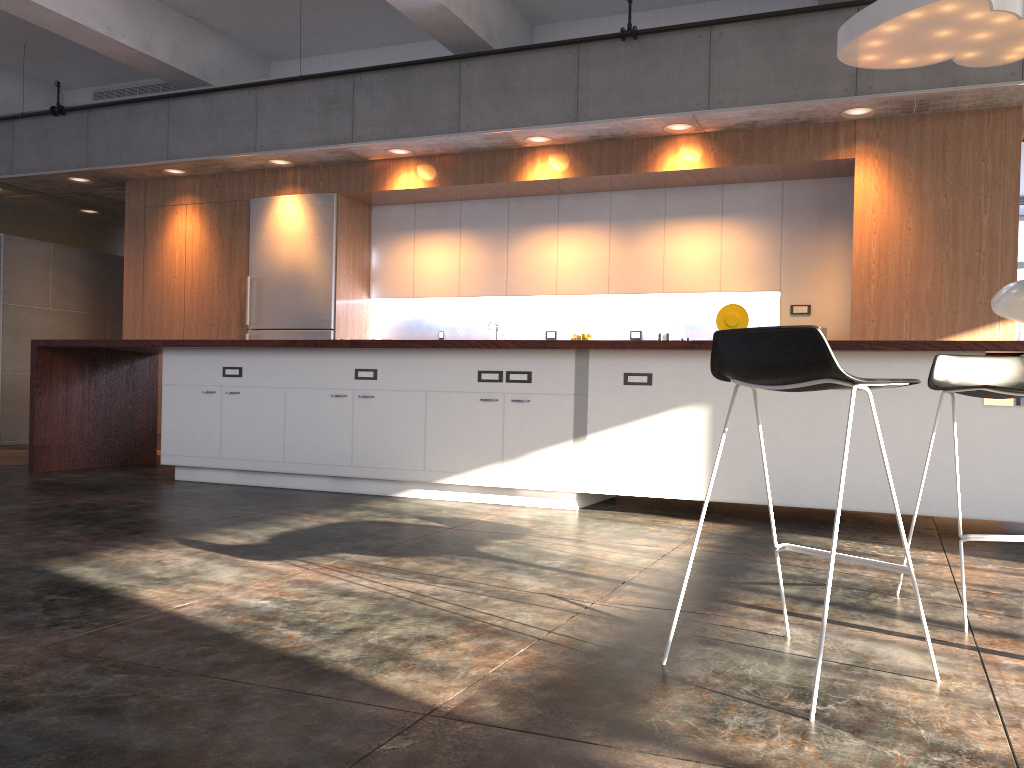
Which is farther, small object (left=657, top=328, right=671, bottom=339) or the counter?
small object (left=657, top=328, right=671, bottom=339)

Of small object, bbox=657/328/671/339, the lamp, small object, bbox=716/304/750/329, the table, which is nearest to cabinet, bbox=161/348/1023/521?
the lamp

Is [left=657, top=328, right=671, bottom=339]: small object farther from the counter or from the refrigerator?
the refrigerator

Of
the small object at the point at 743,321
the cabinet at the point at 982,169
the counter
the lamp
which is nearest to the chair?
the counter

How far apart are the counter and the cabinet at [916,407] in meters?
0.1 m

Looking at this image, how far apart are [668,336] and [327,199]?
3.4m

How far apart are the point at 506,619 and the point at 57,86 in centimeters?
842cm

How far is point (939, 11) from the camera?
4.5 meters

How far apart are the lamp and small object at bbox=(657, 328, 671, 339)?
2.8 meters

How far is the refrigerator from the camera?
8.2 meters
